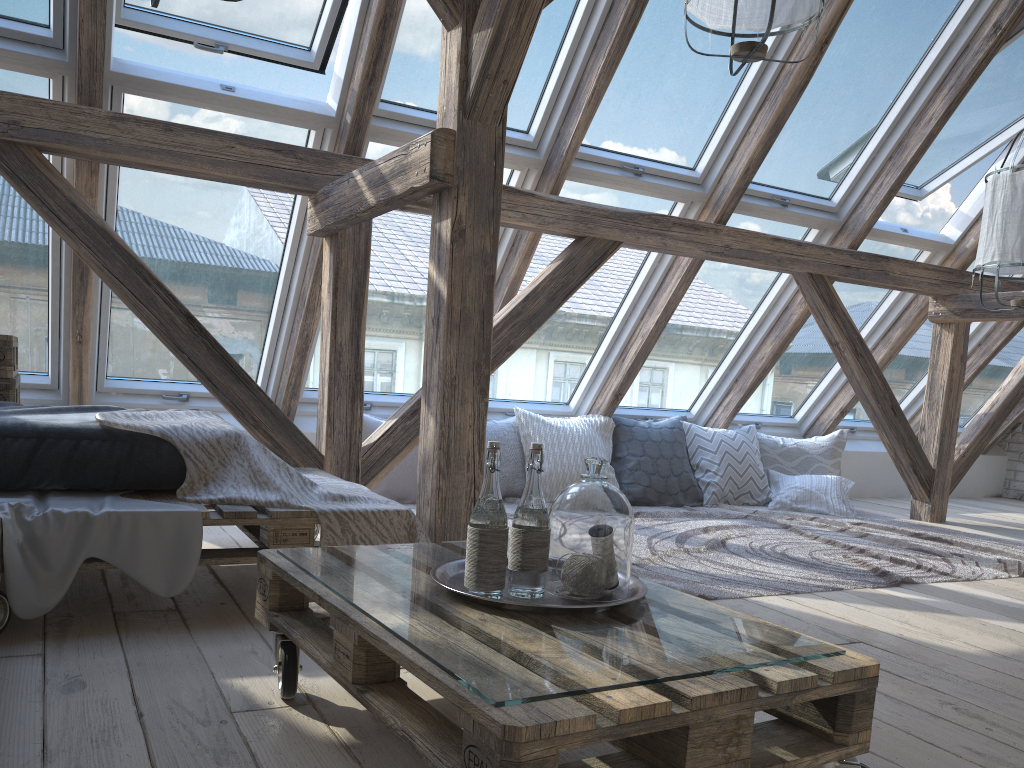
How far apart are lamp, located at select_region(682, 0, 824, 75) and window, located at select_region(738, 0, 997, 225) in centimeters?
142cm

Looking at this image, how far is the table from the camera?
2.89m

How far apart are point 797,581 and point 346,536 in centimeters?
172cm

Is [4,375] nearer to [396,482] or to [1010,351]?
[396,482]

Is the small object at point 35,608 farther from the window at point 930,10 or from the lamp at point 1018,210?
the window at point 930,10

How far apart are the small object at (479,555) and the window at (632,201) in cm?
279

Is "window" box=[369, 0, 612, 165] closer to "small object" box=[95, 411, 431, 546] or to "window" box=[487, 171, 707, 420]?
"window" box=[487, 171, 707, 420]

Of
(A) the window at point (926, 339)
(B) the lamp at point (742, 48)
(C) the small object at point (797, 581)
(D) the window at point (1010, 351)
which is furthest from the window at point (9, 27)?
(D) the window at point (1010, 351)

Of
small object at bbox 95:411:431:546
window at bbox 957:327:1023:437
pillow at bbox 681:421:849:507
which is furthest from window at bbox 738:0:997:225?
small object at bbox 95:411:431:546

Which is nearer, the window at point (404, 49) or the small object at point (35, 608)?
the small object at point (35, 608)
